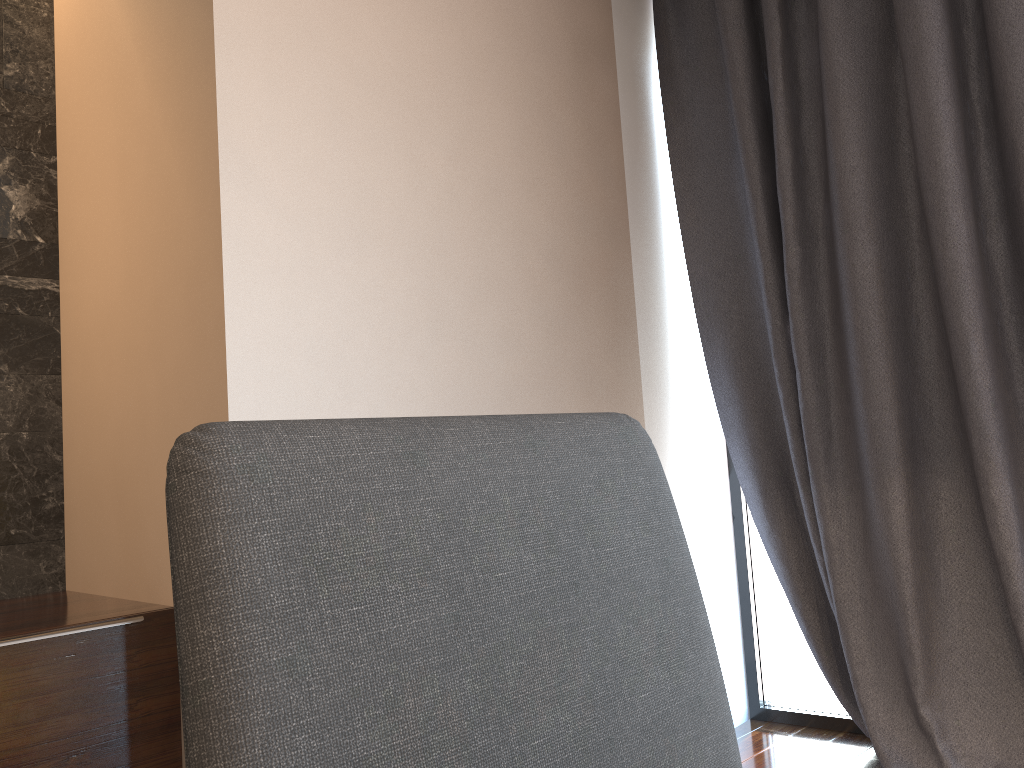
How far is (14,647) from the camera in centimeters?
166cm

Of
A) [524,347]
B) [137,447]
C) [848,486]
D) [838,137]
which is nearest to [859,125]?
[838,137]

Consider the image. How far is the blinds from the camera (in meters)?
2.16

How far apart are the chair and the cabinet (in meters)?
1.46

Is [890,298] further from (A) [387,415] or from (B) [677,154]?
(A) [387,415]

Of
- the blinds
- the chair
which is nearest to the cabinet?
the chair

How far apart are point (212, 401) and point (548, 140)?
1.2m

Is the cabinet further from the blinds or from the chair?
the blinds

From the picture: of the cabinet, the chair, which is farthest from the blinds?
the chair

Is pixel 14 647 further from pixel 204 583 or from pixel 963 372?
pixel 963 372
